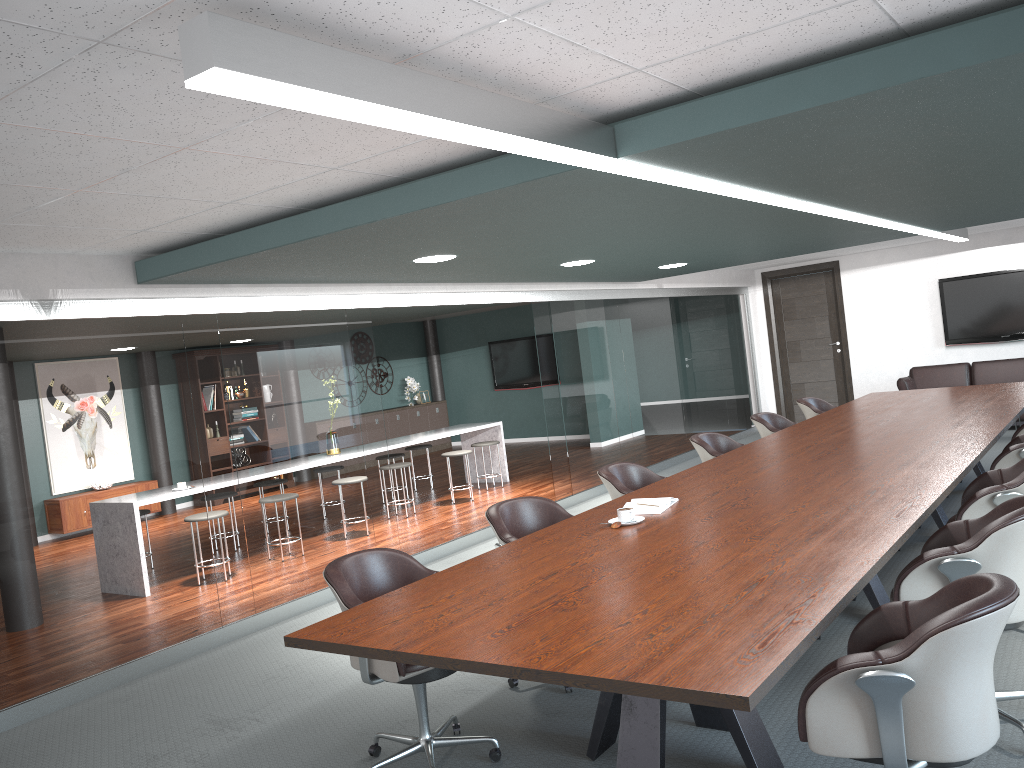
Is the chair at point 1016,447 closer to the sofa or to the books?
the books

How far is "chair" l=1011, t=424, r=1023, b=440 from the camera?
5.5 meters

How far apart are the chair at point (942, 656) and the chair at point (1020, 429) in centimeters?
379cm

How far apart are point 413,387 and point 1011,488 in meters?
11.7 m

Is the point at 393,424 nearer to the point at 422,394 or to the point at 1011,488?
the point at 422,394

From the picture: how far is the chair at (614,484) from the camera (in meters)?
4.64

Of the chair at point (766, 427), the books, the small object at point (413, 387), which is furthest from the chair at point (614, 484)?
the small object at point (413, 387)

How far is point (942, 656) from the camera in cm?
194

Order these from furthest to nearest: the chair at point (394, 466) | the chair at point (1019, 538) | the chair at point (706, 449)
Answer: the chair at point (394, 466), the chair at point (706, 449), the chair at point (1019, 538)

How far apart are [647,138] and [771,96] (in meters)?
0.42
